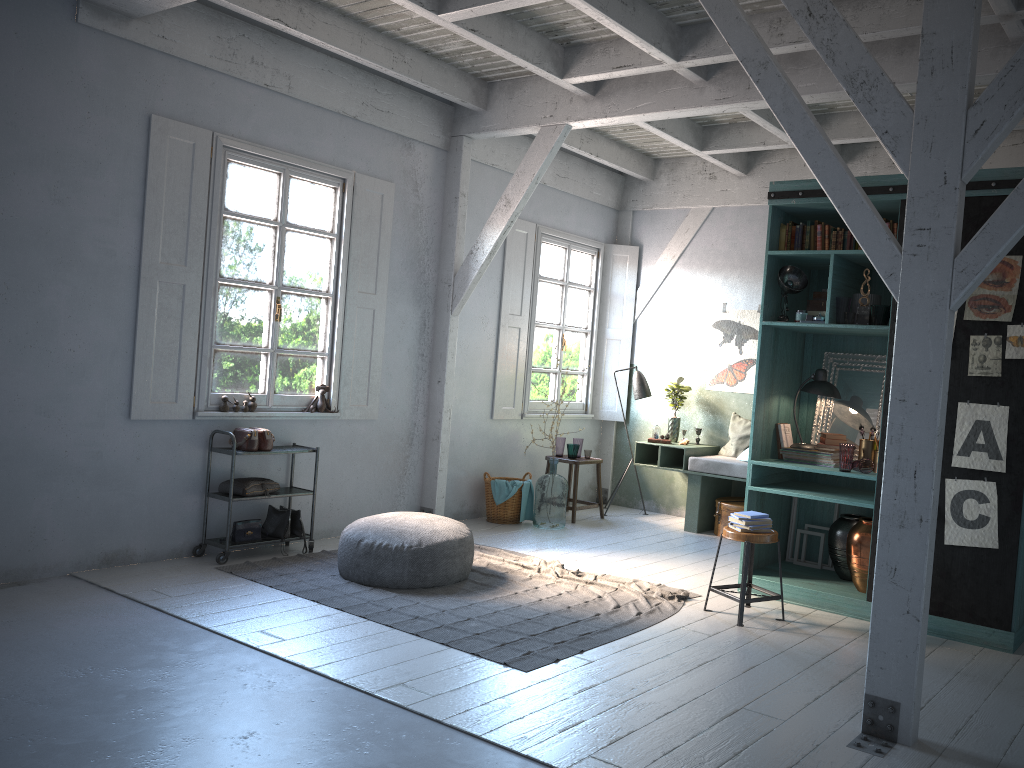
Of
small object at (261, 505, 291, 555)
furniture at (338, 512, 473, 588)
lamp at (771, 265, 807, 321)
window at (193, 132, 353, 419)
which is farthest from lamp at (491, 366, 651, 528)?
small object at (261, 505, 291, 555)

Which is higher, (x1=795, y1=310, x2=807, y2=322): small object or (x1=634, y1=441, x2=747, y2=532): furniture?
(x1=795, y1=310, x2=807, y2=322): small object

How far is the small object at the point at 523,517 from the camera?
9.5 meters

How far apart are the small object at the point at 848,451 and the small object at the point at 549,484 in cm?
344

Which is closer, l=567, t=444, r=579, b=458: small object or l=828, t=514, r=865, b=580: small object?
l=828, t=514, r=865, b=580: small object

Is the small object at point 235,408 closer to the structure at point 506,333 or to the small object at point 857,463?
the structure at point 506,333

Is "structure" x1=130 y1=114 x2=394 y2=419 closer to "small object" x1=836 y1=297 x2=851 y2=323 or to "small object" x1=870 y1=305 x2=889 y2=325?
"small object" x1=836 y1=297 x2=851 y2=323

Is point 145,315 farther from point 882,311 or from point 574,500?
point 882,311

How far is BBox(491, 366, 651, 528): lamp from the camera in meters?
10.4

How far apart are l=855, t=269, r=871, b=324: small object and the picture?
0.7 meters
